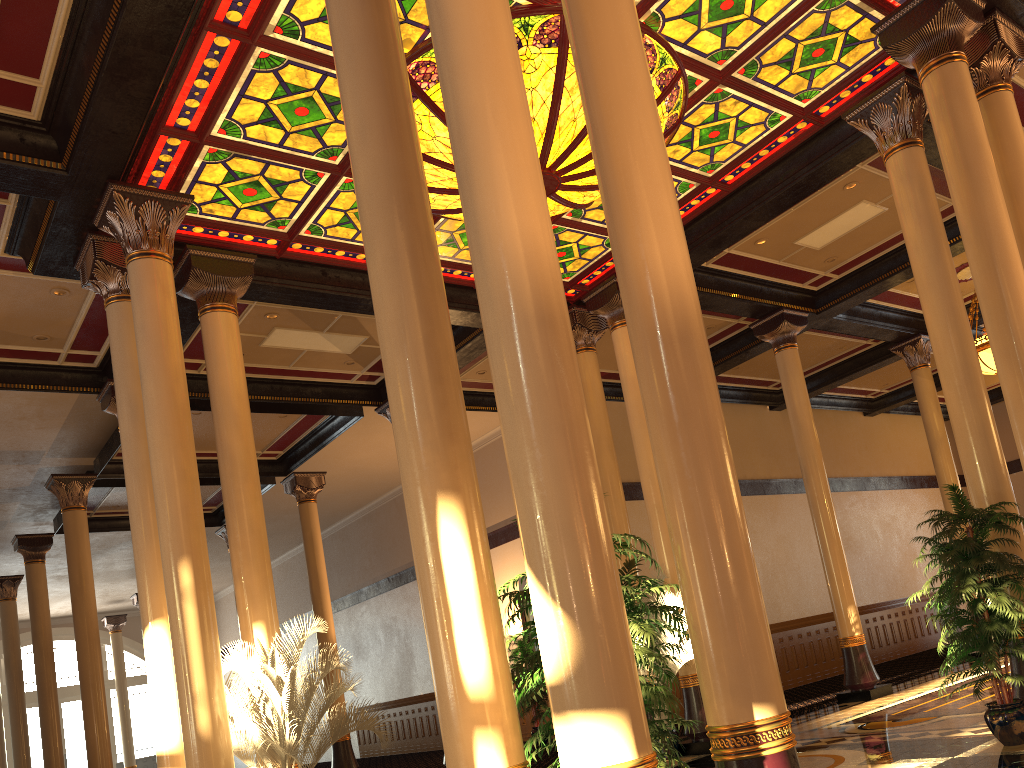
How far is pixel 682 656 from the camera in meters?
9.6

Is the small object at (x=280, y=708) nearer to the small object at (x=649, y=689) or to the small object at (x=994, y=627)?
the small object at (x=649, y=689)

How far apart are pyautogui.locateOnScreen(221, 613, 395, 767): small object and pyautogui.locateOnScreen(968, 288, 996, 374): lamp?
10.41m

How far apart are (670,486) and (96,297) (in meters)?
8.41

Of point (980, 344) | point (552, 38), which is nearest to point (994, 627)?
point (552, 38)

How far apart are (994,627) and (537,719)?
10.00m

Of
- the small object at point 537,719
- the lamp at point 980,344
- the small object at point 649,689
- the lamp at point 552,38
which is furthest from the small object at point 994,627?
the small object at point 537,719

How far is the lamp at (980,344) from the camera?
13.13m

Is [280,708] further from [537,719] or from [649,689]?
[537,719]

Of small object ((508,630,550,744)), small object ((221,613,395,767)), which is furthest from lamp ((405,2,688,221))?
small object ((508,630,550,744))
